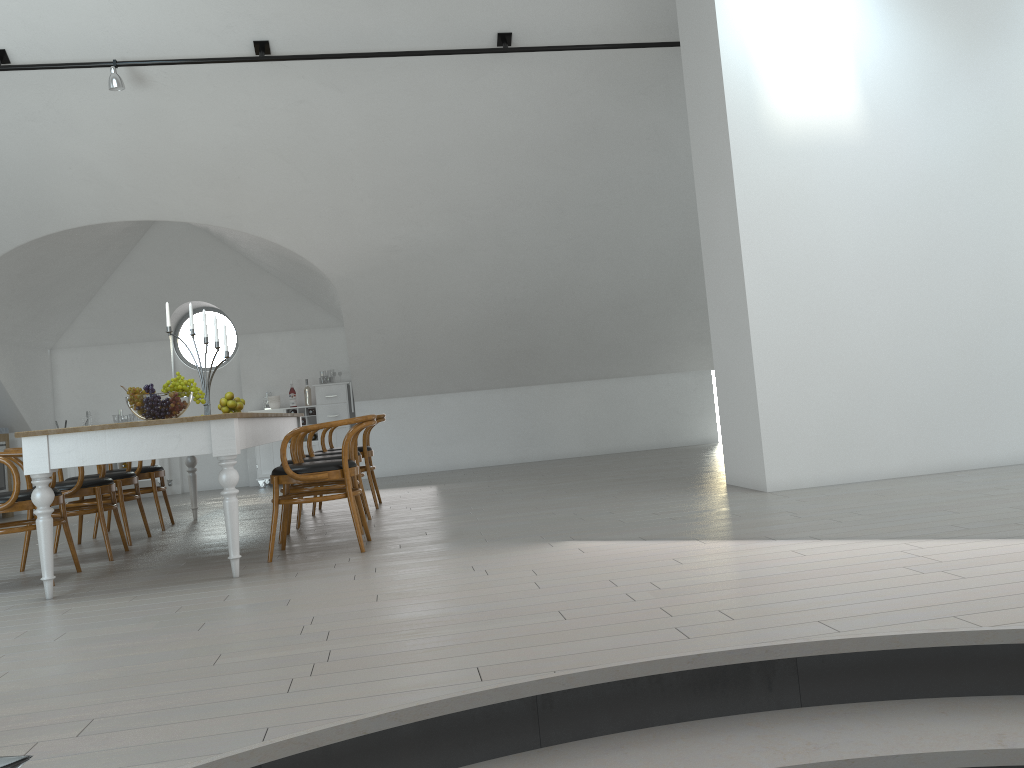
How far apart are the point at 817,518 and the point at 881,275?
2.17m

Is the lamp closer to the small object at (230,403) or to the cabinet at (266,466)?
the small object at (230,403)

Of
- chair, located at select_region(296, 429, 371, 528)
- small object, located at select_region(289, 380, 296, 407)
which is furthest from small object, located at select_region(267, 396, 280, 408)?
chair, located at select_region(296, 429, 371, 528)

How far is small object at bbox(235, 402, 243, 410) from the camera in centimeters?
686cm

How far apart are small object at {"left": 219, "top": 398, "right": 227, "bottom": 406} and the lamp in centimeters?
242cm

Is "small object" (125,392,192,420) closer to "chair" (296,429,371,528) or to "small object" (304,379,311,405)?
"chair" (296,429,371,528)

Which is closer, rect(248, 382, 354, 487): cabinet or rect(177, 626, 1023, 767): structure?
rect(177, 626, 1023, 767): structure

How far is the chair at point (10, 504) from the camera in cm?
454

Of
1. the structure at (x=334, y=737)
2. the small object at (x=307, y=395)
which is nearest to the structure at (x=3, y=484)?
the small object at (x=307, y=395)

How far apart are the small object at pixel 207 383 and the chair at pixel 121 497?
0.8m
